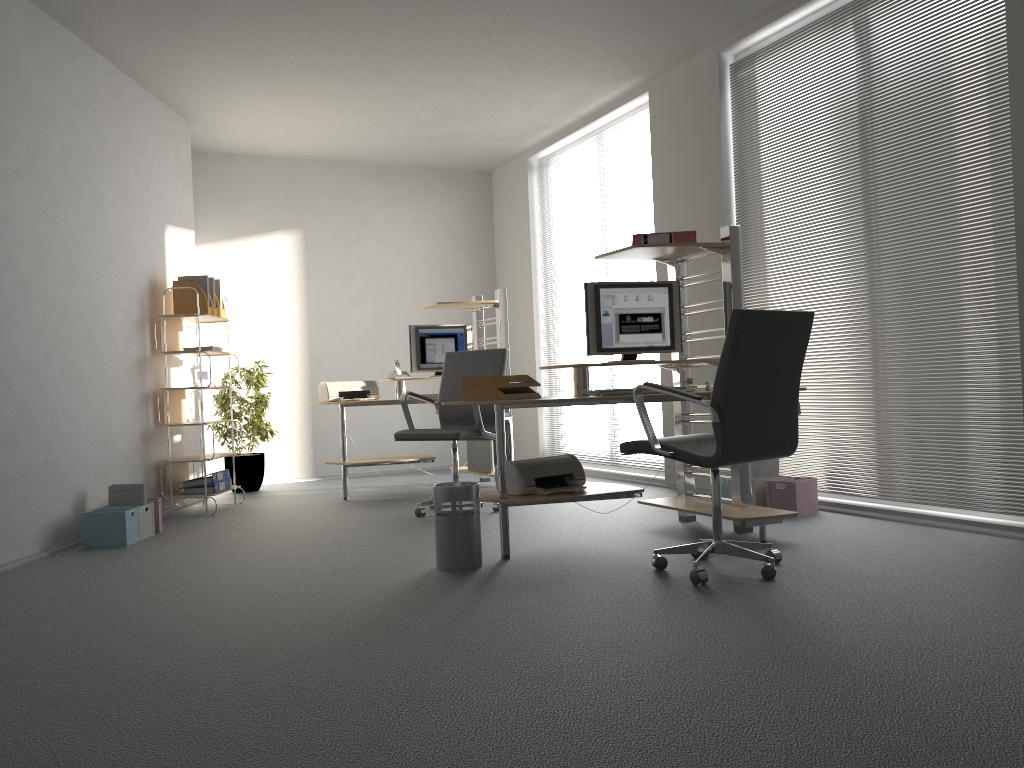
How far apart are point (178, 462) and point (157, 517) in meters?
0.8

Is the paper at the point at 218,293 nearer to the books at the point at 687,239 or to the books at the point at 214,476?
the books at the point at 214,476

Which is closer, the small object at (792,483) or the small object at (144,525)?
the small object at (792,483)

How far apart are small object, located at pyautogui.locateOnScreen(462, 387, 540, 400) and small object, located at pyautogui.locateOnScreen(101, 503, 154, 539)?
2.2m

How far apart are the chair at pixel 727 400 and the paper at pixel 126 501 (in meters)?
3.03

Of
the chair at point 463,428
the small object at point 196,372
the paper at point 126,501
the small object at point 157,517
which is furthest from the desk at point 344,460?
the paper at point 126,501

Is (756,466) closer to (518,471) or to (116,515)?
(518,471)

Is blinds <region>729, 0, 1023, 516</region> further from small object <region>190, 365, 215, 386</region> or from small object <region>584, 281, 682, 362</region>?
small object <region>190, 365, 215, 386</region>

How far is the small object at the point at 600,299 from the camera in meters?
4.5 m

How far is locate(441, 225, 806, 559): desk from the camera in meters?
4.1 m
